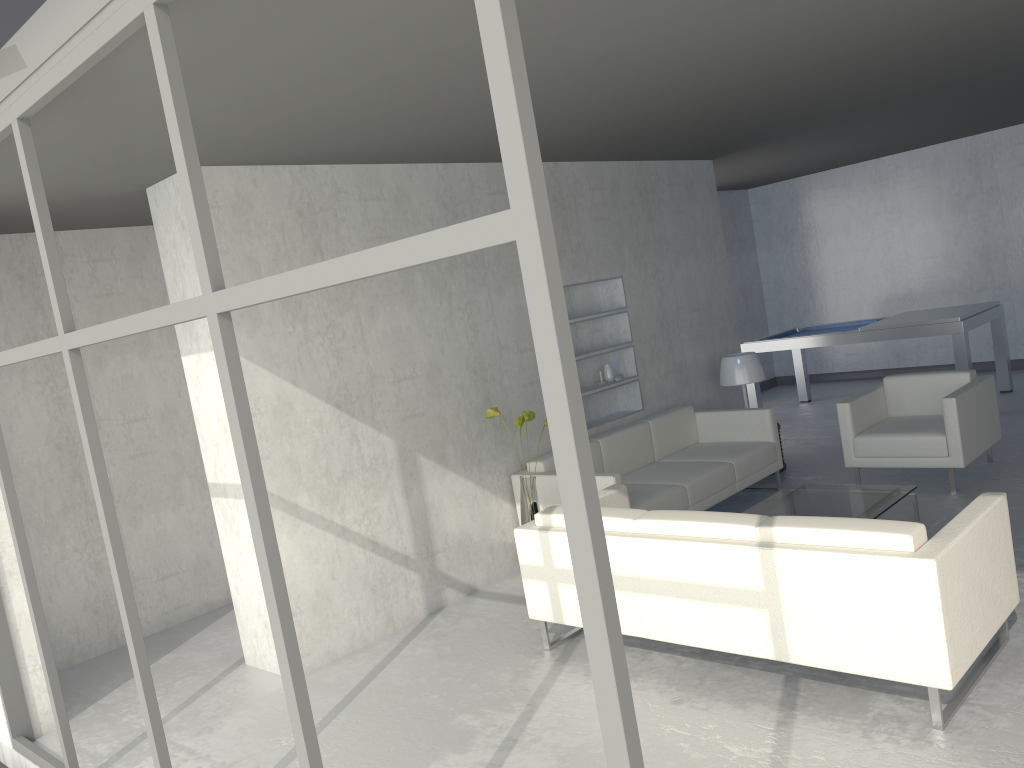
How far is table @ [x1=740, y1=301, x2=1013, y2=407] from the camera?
7.5 meters

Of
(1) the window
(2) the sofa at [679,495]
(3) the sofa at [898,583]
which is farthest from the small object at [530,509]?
(1) the window

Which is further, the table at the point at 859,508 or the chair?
the chair

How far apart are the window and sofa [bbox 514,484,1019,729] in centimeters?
175cm

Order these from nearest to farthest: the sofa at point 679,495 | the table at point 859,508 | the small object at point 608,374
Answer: the table at point 859,508 < the sofa at point 679,495 < the small object at point 608,374

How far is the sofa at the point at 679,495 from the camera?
5.3m

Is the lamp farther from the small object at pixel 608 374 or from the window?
the window

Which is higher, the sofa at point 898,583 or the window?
the window

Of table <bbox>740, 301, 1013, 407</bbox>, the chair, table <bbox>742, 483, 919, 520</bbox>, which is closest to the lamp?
the chair

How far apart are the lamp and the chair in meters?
0.8
